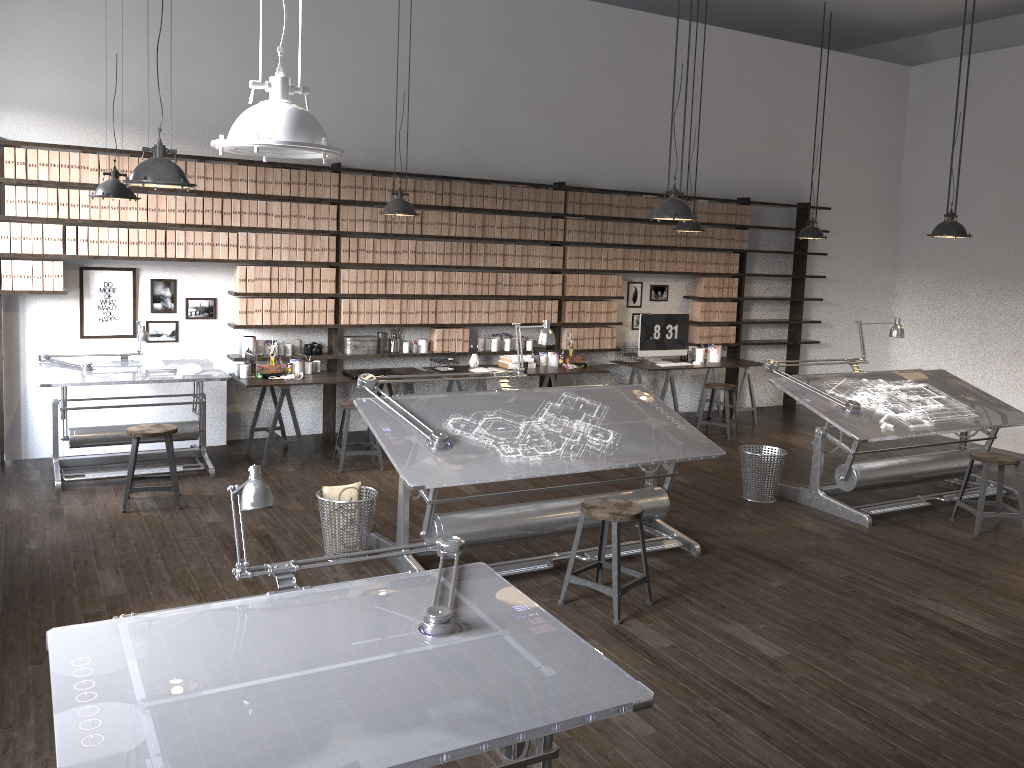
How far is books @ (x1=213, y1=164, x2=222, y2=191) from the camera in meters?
7.1 m

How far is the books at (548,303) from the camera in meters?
8.8 m

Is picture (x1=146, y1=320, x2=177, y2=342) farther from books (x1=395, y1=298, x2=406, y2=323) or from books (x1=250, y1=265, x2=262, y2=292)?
books (x1=395, y1=298, x2=406, y2=323)

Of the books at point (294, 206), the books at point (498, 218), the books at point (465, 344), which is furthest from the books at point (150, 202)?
the books at point (498, 218)

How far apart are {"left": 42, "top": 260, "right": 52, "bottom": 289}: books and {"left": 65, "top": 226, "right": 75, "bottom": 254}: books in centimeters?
17cm

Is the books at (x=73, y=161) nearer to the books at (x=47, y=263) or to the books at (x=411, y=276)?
the books at (x=47, y=263)

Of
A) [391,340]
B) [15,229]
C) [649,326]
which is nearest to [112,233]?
[15,229]

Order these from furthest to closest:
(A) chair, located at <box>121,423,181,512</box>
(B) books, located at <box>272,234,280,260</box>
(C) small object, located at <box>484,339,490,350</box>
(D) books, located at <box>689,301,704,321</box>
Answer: (D) books, located at <box>689,301,704,321</box>, (C) small object, located at <box>484,339,490,350</box>, (B) books, located at <box>272,234,280,260</box>, (A) chair, located at <box>121,423,181,512</box>

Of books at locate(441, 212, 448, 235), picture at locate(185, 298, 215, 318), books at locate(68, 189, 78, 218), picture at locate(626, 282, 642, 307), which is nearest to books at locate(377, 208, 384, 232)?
books at locate(441, 212, 448, 235)

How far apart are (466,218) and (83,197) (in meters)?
3.22
